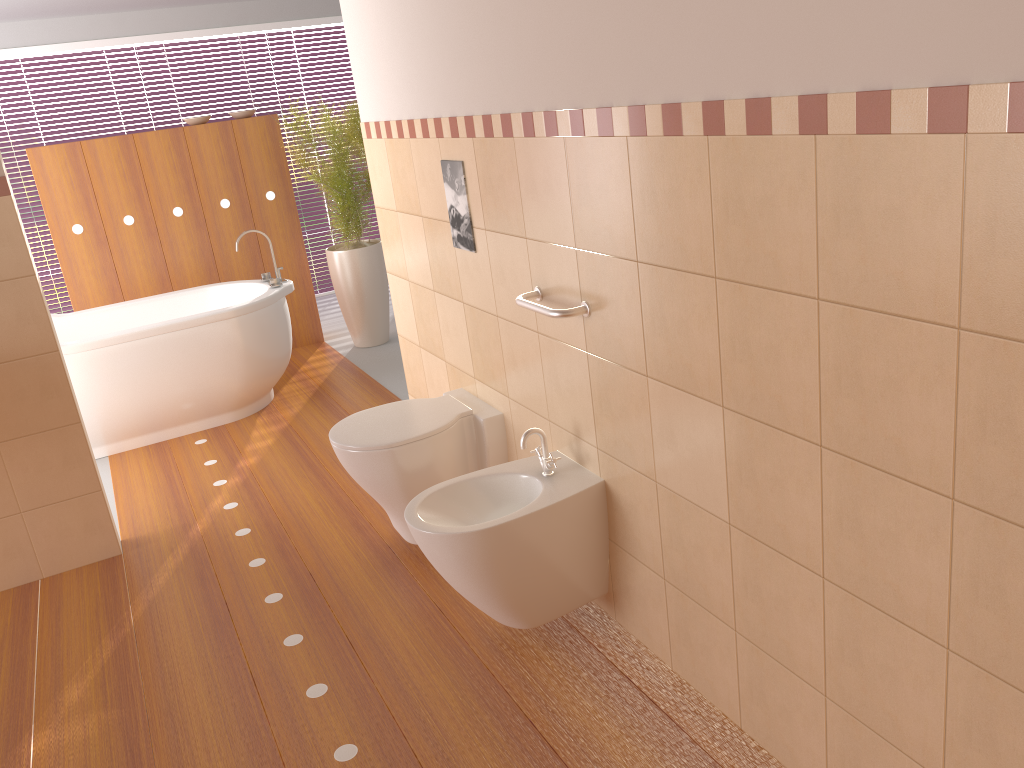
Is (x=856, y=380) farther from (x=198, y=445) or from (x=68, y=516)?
(x=198, y=445)

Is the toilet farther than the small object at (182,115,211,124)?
No

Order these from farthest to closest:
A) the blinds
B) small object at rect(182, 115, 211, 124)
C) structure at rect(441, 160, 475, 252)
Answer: the blinds → small object at rect(182, 115, 211, 124) → structure at rect(441, 160, 475, 252)

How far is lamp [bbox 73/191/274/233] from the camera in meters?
5.1 m

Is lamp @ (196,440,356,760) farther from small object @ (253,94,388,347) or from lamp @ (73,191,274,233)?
lamp @ (73,191,274,233)

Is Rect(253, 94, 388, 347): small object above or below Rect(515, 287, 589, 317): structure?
below

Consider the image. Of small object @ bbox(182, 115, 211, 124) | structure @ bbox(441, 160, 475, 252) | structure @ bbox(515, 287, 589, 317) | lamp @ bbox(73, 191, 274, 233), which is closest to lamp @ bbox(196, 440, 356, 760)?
structure @ bbox(515, 287, 589, 317)

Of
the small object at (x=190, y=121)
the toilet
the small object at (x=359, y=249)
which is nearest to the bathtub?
the small object at (x=359, y=249)

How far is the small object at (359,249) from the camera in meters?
5.4 m

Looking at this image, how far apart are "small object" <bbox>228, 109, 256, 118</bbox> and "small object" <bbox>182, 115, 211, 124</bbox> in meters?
0.2 m
